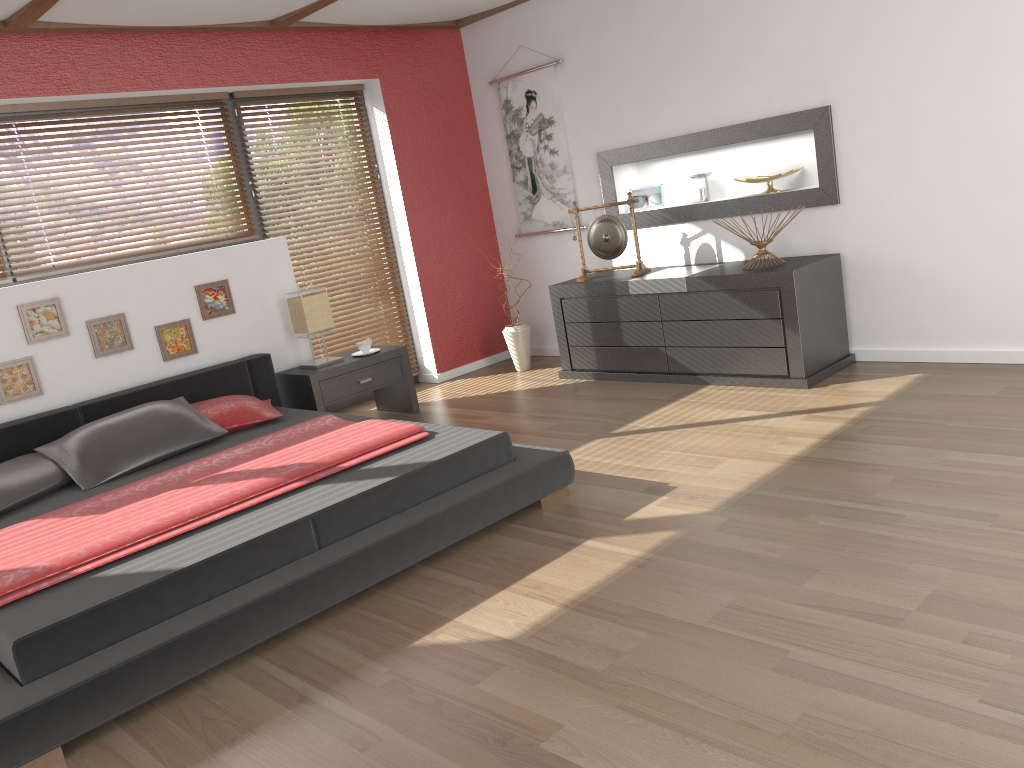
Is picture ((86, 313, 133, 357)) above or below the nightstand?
above

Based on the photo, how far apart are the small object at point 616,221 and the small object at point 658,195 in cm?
41

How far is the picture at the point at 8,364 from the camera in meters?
4.3

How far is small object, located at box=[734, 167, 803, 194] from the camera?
5.0m

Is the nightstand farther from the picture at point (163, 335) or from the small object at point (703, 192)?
the small object at point (703, 192)

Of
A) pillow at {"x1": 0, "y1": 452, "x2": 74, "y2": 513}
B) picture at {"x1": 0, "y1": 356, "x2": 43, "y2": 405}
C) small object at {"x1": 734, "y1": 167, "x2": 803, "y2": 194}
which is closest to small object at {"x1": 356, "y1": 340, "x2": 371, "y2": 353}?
picture at {"x1": 0, "y1": 356, "x2": 43, "y2": 405}

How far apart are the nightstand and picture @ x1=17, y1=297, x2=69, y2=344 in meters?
1.2

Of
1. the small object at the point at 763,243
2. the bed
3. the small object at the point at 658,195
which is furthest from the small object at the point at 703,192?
the bed

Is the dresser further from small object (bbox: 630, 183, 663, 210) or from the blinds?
the blinds

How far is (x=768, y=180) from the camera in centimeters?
501cm
